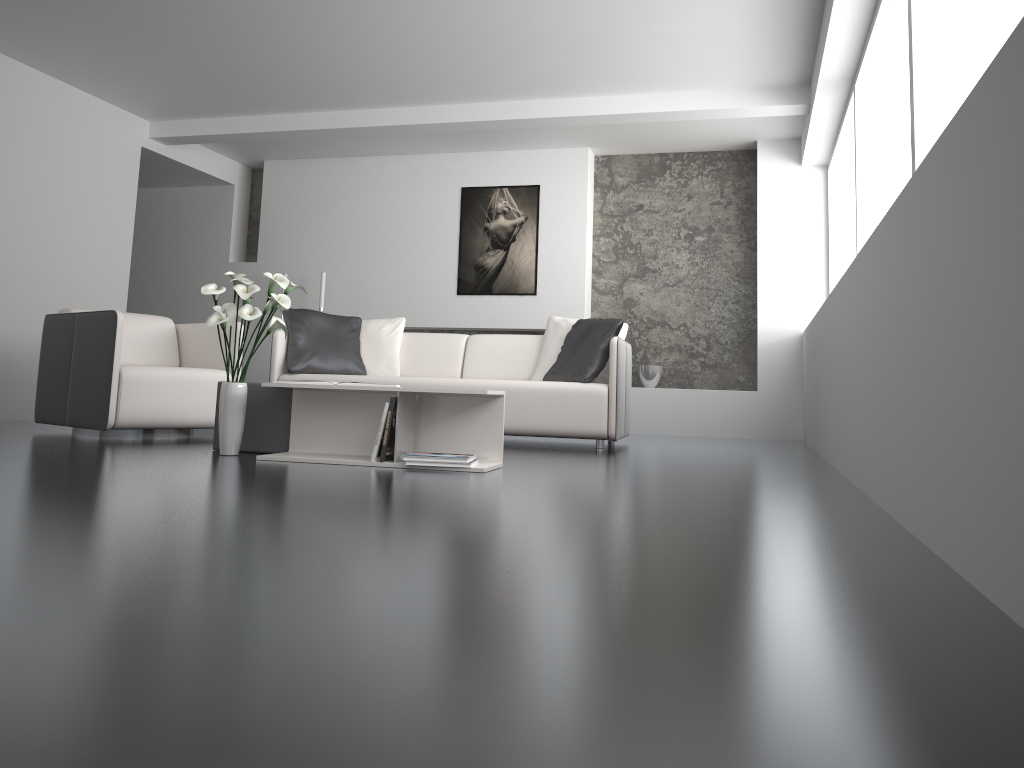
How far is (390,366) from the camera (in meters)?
5.99

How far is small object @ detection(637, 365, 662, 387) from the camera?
7.51m

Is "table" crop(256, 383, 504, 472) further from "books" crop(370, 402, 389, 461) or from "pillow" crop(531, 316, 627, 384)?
"pillow" crop(531, 316, 627, 384)

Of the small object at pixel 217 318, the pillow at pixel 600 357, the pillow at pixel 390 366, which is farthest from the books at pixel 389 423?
the pillow at pixel 390 366

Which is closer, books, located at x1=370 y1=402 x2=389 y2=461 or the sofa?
books, located at x1=370 y1=402 x2=389 y2=461

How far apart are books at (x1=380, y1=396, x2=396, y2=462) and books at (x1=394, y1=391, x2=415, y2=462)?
0.03m

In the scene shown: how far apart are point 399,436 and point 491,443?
0.4m

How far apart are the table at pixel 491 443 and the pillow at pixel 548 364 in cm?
200

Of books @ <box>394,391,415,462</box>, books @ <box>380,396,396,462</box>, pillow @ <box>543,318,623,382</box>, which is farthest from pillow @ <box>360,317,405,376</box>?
books @ <box>380,396,396,462</box>

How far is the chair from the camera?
4.51m
